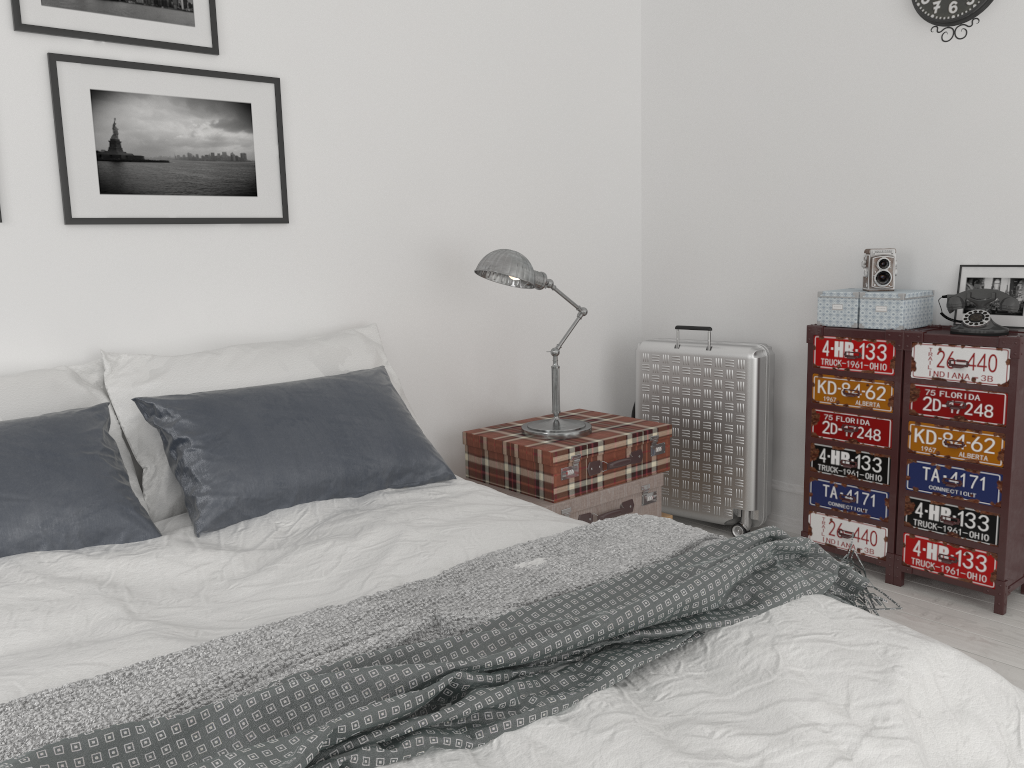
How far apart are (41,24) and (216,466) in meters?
1.4

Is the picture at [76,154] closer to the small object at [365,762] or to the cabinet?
the small object at [365,762]

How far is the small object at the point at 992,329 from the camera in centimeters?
295cm

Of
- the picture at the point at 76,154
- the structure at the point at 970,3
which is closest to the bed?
the picture at the point at 76,154

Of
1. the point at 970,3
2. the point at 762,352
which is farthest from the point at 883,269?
the point at 970,3

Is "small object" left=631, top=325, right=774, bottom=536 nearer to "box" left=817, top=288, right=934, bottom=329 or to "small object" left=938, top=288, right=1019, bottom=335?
"box" left=817, top=288, right=934, bottom=329

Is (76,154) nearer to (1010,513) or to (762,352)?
(762,352)

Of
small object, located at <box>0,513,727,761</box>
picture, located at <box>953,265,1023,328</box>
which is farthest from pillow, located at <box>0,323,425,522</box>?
picture, located at <box>953,265,1023,328</box>

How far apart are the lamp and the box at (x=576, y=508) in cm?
23

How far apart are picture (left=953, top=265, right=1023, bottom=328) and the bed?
1.8 meters
